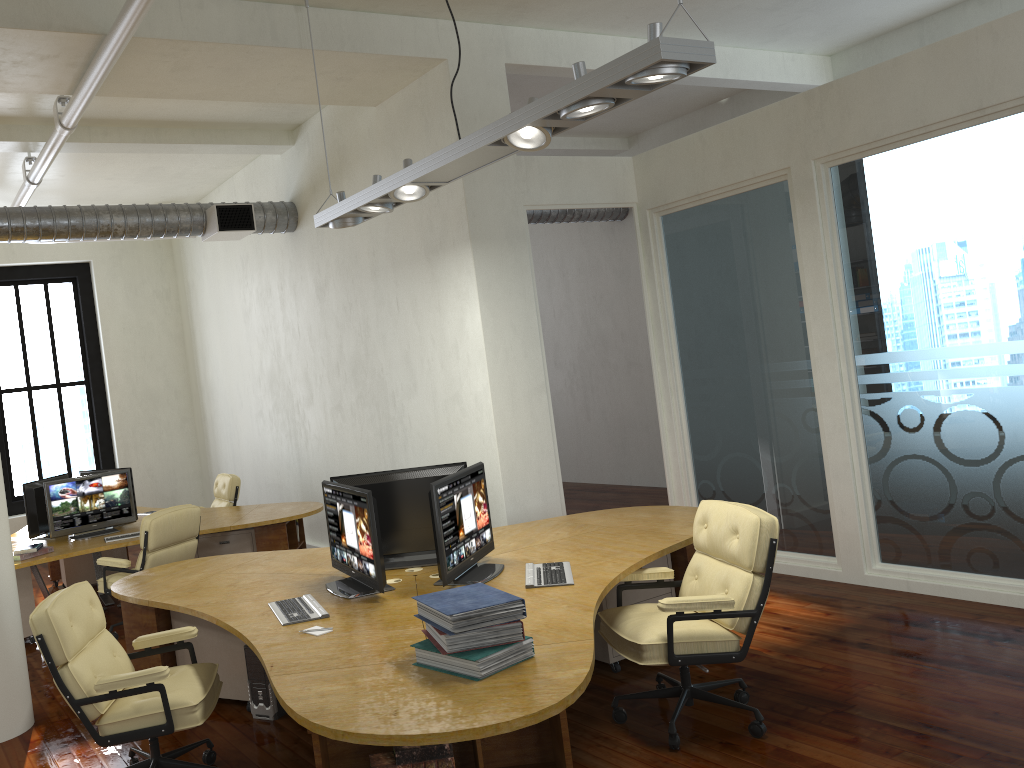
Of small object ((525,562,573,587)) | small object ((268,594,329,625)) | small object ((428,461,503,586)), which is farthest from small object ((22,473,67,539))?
small object ((525,562,573,587))

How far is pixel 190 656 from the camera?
4.5 meters

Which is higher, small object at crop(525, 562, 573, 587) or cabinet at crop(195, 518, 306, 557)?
small object at crop(525, 562, 573, 587)

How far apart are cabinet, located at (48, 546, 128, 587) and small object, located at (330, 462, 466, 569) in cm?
497

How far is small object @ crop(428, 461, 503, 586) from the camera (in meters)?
4.35

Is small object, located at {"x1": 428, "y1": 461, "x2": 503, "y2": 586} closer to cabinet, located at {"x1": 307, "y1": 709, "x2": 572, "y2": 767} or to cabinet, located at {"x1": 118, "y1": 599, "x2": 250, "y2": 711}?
cabinet, located at {"x1": 307, "y1": 709, "x2": 572, "y2": 767}

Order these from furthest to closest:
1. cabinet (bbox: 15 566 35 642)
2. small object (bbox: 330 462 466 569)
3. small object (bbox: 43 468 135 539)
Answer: small object (bbox: 43 468 135 539) < cabinet (bbox: 15 566 35 642) < small object (bbox: 330 462 466 569)

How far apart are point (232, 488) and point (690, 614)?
6.1m

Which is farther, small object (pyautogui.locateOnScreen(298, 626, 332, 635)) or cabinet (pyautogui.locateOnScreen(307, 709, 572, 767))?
small object (pyautogui.locateOnScreen(298, 626, 332, 635))

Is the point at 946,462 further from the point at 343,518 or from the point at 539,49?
the point at 539,49
